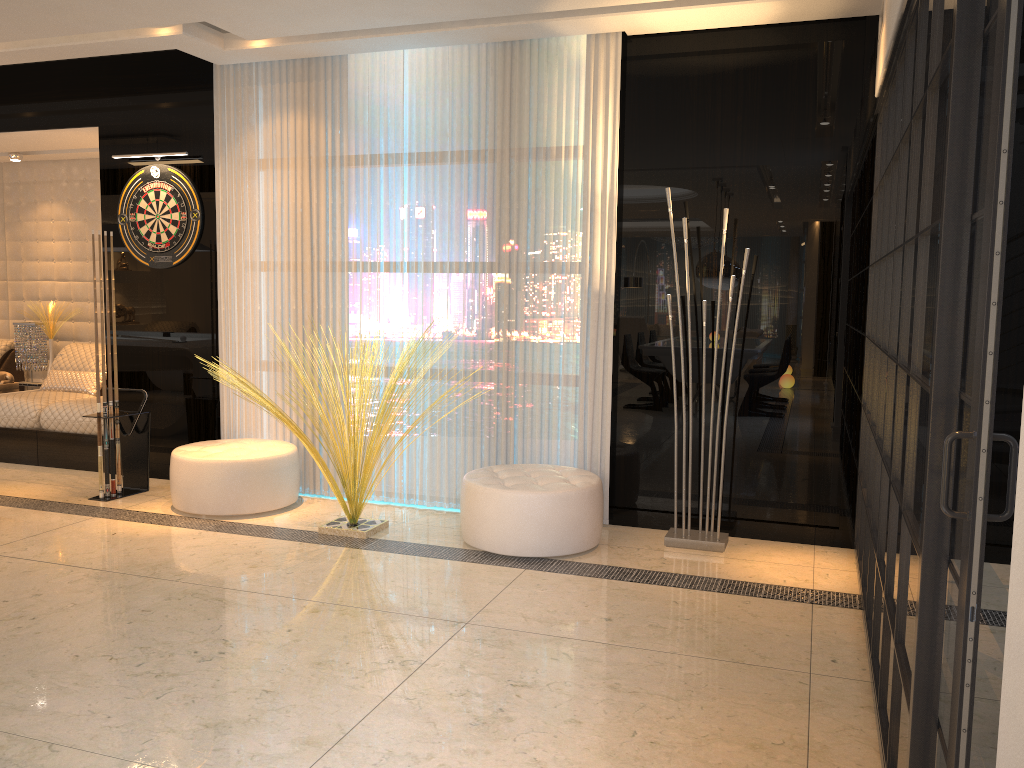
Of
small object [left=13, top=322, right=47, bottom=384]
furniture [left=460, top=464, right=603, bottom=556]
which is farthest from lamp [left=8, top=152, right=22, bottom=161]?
furniture [left=460, top=464, right=603, bottom=556]

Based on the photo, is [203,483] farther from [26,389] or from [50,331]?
[50,331]

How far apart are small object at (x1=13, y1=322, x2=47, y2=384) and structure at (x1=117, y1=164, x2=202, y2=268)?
2.1 meters

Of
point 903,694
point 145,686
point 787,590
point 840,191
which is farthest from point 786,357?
point 145,686

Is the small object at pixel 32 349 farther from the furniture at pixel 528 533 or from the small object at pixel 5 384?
the furniture at pixel 528 533

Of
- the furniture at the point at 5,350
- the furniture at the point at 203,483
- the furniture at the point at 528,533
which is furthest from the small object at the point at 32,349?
the furniture at the point at 528,533

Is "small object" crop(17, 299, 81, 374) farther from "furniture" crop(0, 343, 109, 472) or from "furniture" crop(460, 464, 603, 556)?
"furniture" crop(460, 464, 603, 556)

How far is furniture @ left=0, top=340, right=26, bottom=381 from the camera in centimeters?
746cm

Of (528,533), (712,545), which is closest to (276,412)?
(528,533)

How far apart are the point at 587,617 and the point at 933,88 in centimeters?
226cm
